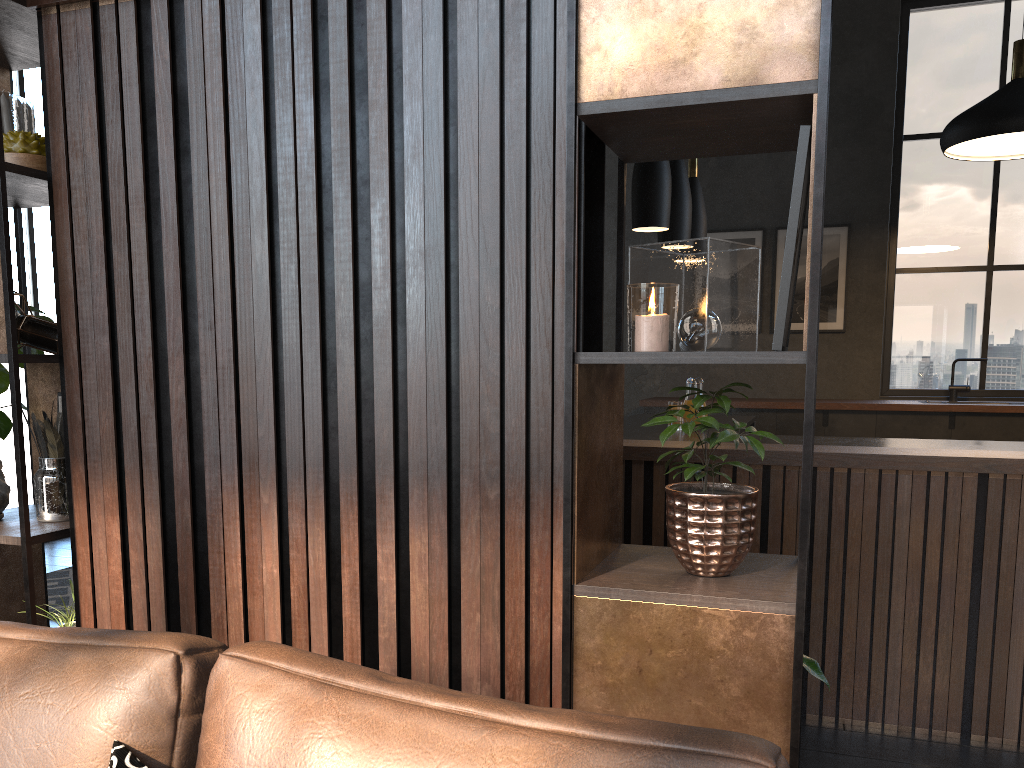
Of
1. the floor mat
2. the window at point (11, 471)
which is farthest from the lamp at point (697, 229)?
the window at point (11, 471)

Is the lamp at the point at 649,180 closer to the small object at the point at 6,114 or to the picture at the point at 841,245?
the small object at the point at 6,114

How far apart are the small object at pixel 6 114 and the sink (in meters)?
6.48

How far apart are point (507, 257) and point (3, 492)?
1.5m

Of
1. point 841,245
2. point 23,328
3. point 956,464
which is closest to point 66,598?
point 23,328

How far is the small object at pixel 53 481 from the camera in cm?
220

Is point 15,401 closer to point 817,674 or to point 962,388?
point 817,674

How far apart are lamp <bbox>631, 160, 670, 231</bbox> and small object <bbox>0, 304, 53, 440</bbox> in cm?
270

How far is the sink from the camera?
6.74m

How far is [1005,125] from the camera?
4.5 meters
